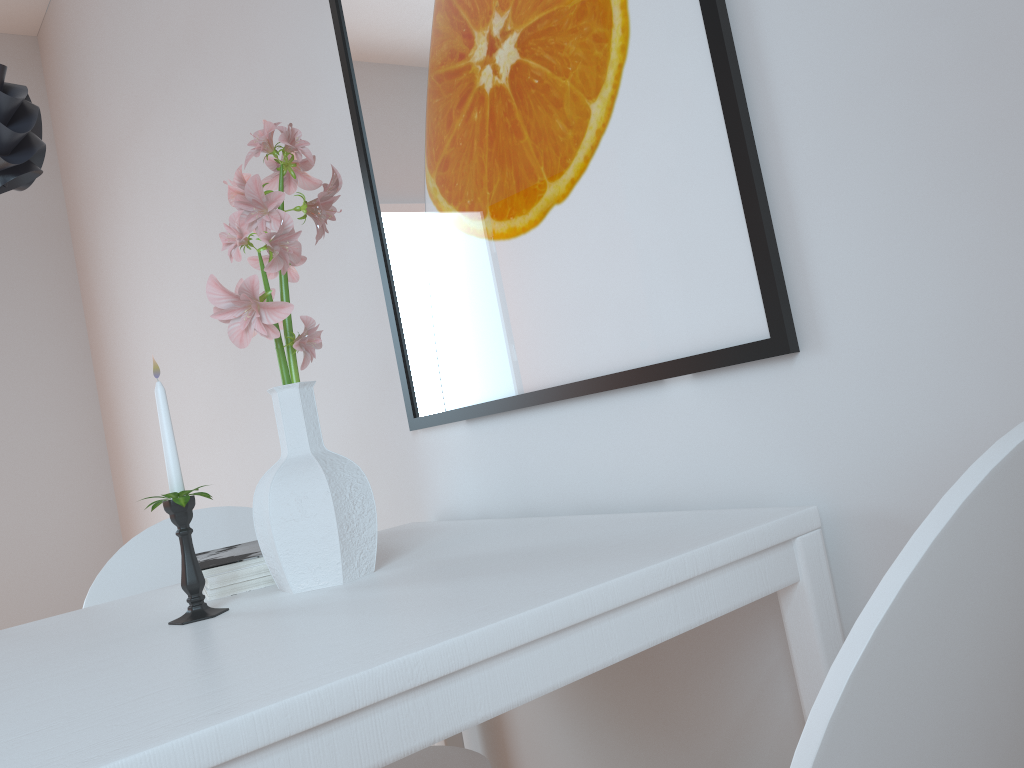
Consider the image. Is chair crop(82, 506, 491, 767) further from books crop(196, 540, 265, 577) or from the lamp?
the lamp

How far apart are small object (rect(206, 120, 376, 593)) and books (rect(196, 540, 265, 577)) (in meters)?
0.06

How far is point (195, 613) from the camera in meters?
1.0 m

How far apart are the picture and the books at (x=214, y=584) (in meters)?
0.43

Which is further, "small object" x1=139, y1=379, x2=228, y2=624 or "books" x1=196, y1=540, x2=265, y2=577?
"books" x1=196, y1=540, x2=265, y2=577

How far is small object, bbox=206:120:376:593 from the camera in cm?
100

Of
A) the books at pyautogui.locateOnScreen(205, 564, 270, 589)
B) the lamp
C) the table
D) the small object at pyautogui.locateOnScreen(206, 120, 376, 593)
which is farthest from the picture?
the lamp

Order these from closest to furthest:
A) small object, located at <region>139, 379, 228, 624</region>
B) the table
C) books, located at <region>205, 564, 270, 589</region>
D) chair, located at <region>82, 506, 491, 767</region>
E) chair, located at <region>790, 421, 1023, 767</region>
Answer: chair, located at <region>790, 421, 1023, 767</region>
the table
small object, located at <region>139, 379, 228, 624</region>
books, located at <region>205, 564, 270, 589</region>
chair, located at <region>82, 506, 491, 767</region>

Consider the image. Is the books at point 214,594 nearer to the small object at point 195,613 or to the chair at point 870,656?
the small object at point 195,613

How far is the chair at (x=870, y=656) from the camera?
0.4 meters
